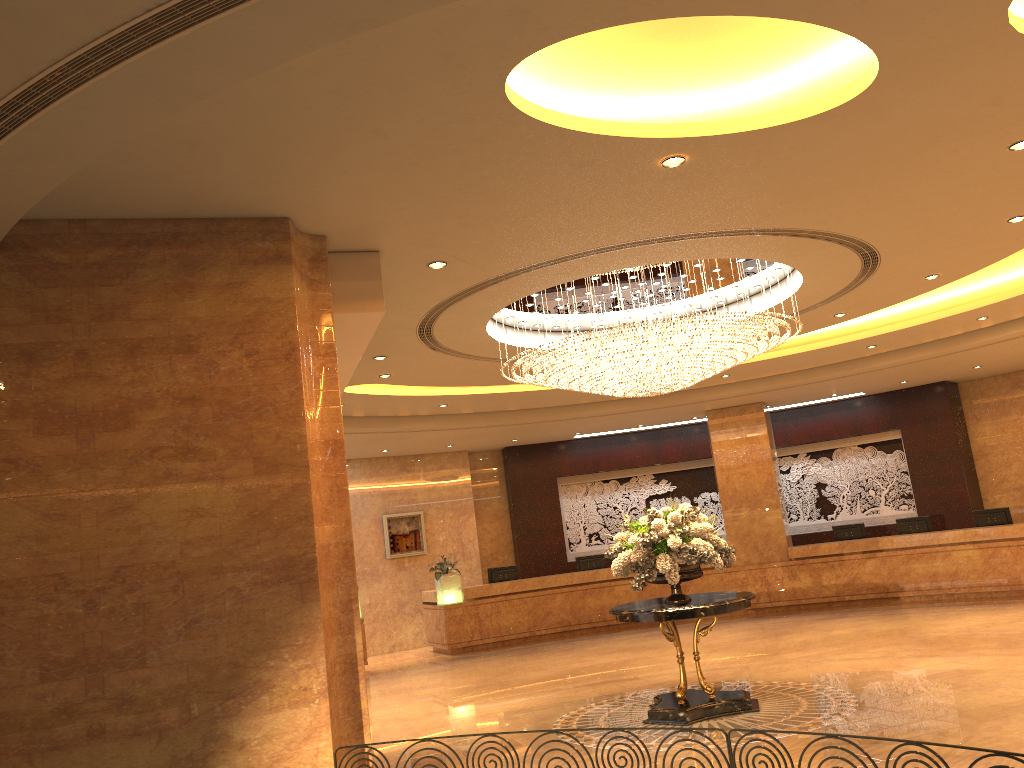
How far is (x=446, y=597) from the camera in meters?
16.4 m

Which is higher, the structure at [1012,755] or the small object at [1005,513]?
the small object at [1005,513]

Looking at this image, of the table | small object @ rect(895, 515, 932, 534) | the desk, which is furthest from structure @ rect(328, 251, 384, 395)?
small object @ rect(895, 515, 932, 534)

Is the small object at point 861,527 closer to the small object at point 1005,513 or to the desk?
the desk

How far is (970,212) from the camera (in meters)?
7.62

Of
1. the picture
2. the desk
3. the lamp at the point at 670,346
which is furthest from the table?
the picture

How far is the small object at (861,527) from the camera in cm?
1673

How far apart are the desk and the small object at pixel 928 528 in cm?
52

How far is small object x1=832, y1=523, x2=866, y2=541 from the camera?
16.7m

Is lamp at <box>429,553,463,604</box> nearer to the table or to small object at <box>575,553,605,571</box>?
small object at <box>575,553,605,571</box>
